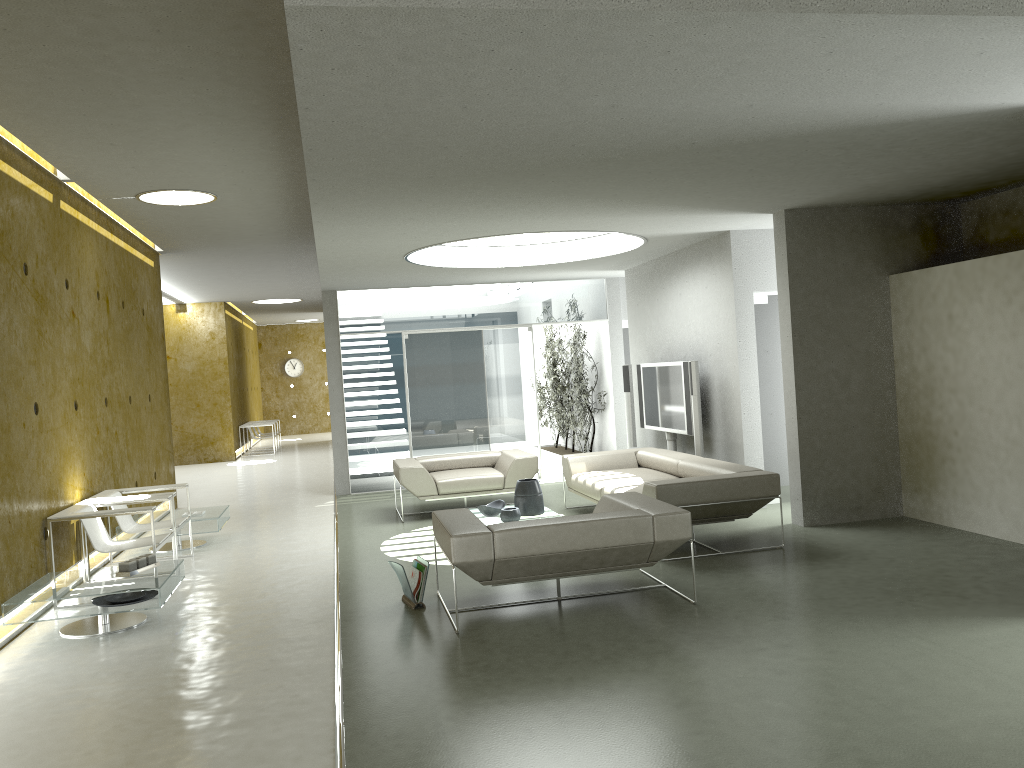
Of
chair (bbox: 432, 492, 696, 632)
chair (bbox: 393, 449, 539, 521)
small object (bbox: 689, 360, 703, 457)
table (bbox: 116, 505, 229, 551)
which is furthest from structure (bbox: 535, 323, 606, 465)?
chair (bbox: 432, 492, 696, 632)

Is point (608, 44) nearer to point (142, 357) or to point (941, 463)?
point (941, 463)

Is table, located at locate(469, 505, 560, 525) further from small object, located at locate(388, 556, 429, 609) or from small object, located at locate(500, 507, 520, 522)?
small object, located at locate(388, 556, 429, 609)

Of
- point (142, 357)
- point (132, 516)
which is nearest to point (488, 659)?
point (132, 516)

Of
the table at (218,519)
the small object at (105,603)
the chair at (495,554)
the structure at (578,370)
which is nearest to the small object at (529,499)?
the chair at (495,554)

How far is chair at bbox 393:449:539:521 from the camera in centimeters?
917cm

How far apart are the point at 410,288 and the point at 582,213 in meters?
5.2 m

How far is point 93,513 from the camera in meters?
6.4

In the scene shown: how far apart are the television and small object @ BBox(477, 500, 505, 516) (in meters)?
2.35

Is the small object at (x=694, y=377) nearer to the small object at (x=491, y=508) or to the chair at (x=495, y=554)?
the small object at (x=491, y=508)
